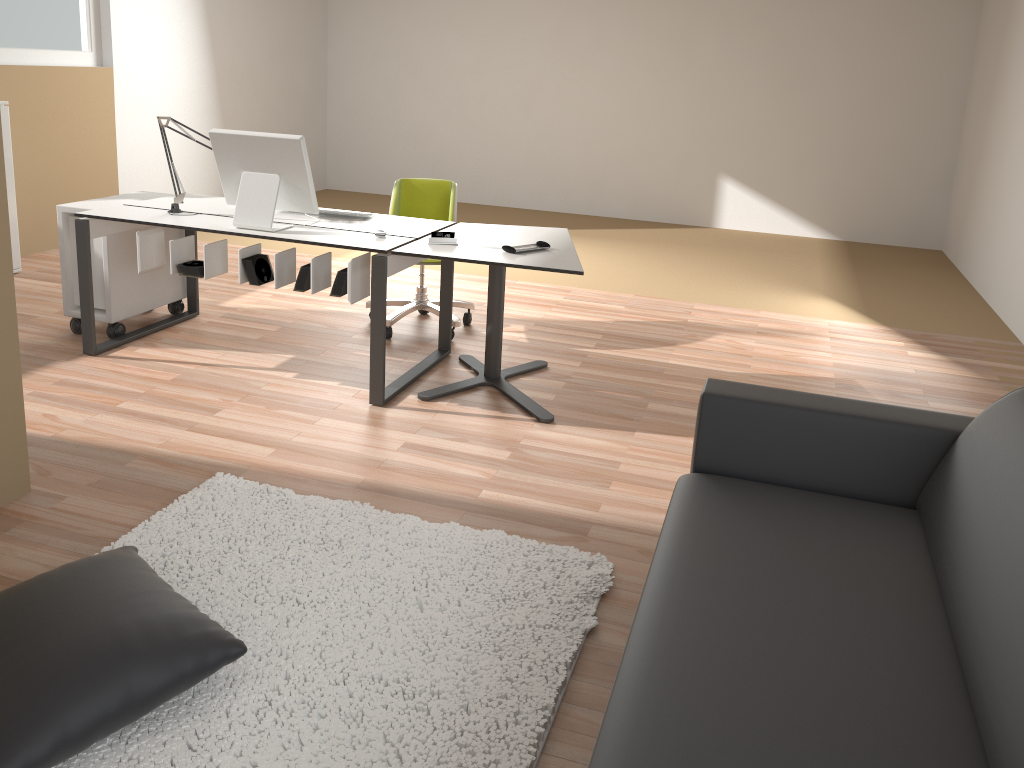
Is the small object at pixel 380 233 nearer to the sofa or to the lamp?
the lamp

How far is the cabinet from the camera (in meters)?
5.35

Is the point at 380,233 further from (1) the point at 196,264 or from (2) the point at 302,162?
(1) the point at 196,264

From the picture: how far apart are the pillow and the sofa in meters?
1.0

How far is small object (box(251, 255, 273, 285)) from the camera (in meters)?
3.87

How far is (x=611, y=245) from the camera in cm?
758

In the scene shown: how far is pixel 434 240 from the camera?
3.8m

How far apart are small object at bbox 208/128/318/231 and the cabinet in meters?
2.3

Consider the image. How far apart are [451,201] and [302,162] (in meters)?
1.16

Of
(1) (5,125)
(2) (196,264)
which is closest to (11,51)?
(1) (5,125)
